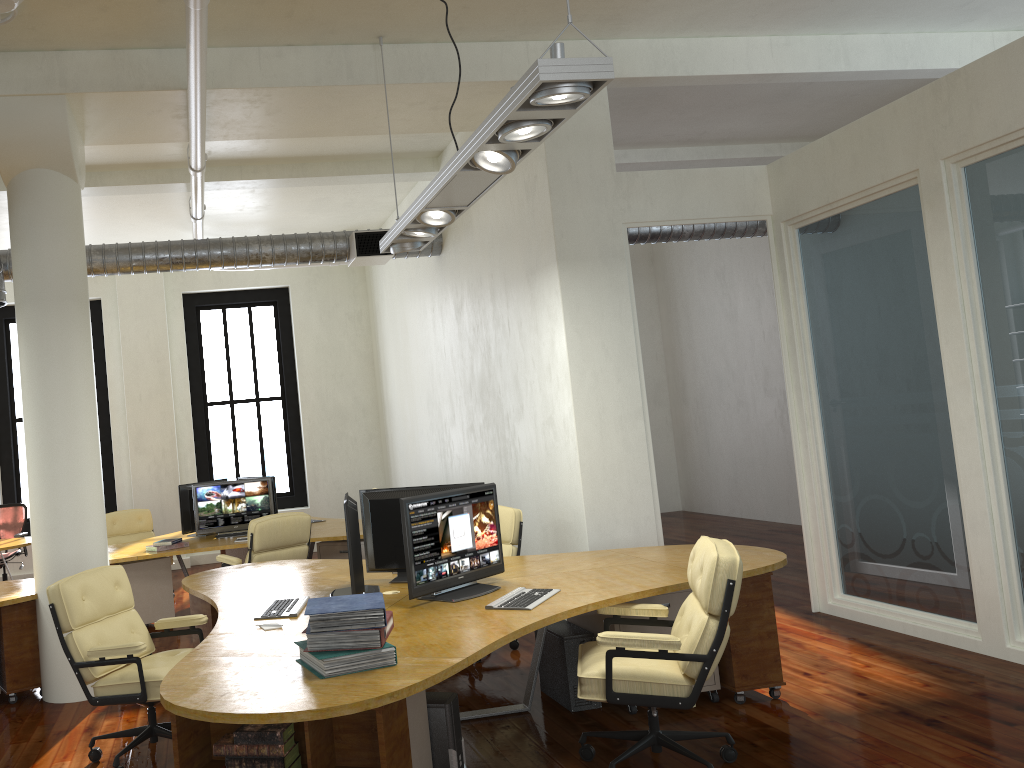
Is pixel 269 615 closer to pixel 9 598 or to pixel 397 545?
pixel 397 545

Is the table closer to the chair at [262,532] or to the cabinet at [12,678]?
the chair at [262,532]

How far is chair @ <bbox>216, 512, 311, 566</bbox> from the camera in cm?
747

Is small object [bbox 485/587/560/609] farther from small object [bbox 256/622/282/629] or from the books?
small object [bbox 256/622/282/629]

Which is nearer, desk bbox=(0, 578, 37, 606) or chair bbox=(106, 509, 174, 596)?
desk bbox=(0, 578, 37, 606)

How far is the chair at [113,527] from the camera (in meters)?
10.05

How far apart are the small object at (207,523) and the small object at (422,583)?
4.36m

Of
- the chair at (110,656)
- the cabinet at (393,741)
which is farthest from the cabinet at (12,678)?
the cabinet at (393,741)

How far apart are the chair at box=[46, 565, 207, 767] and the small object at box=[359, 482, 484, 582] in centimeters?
107cm

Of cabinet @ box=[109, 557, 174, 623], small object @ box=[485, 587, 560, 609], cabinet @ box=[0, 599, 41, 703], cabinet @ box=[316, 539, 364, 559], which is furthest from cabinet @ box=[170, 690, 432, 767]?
cabinet @ box=[109, 557, 174, 623]
